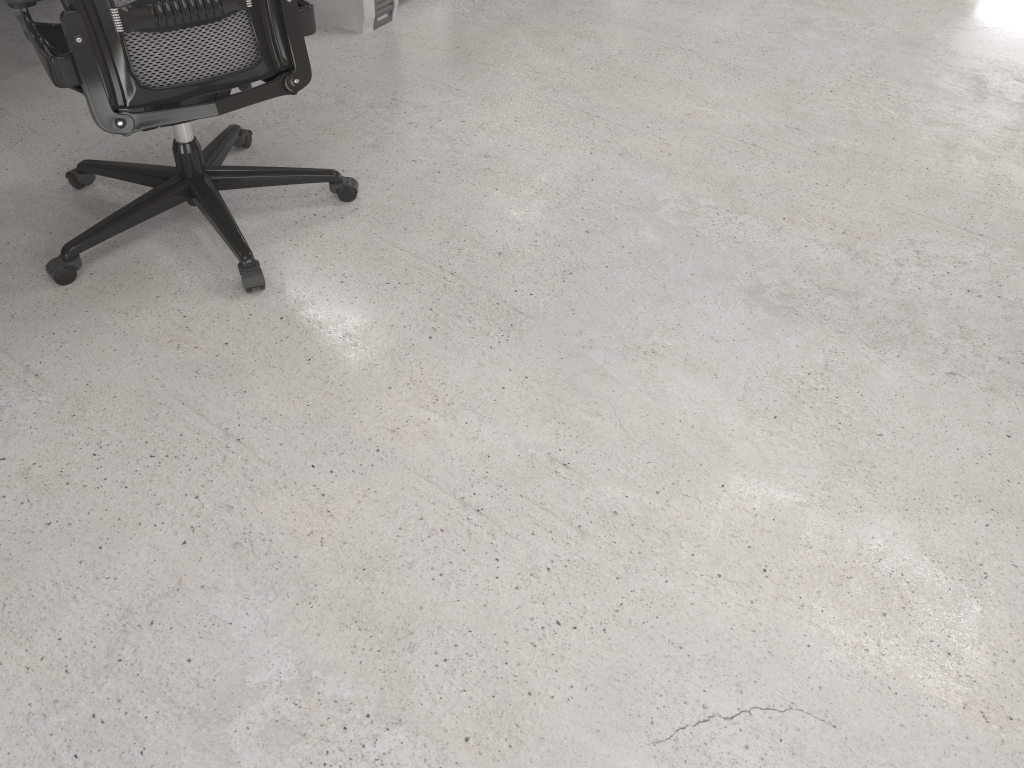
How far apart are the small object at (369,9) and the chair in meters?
0.9

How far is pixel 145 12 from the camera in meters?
1.7 m

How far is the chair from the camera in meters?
1.7

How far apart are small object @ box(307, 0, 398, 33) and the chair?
0.9m

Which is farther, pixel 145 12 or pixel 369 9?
pixel 369 9

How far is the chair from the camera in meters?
1.7

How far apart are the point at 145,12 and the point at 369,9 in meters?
1.7

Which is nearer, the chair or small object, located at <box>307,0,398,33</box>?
the chair
